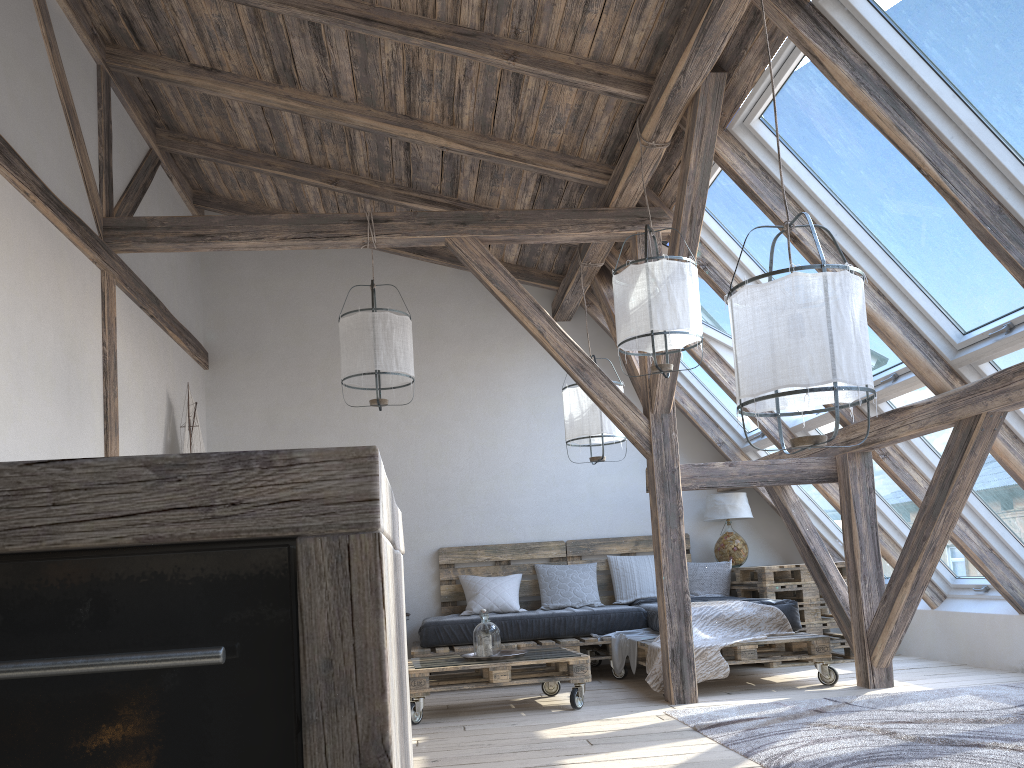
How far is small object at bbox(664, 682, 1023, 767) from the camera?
3.1m

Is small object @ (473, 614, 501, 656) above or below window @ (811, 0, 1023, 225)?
below

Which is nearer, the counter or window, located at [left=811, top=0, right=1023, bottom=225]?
the counter

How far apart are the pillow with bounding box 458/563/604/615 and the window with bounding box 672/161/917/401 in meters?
2.7 m

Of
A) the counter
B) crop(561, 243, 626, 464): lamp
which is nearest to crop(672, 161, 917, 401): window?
crop(561, 243, 626, 464): lamp

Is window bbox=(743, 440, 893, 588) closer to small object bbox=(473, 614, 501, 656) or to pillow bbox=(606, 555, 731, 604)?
pillow bbox=(606, 555, 731, 604)

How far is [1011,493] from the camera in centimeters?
470cm

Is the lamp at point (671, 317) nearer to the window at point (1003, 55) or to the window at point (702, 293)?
the window at point (702, 293)

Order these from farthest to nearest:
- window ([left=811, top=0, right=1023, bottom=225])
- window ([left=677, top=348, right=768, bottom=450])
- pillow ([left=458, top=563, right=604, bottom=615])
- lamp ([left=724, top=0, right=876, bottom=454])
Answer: window ([left=677, top=348, right=768, bottom=450]) → pillow ([left=458, top=563, right=604, bottom=615]) → window ([left=811, top=0, right=1023, bottom=225]) → lamp ([left=724, top=0, right=876, bottom=454])

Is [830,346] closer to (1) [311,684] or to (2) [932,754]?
(2) [932,754]
